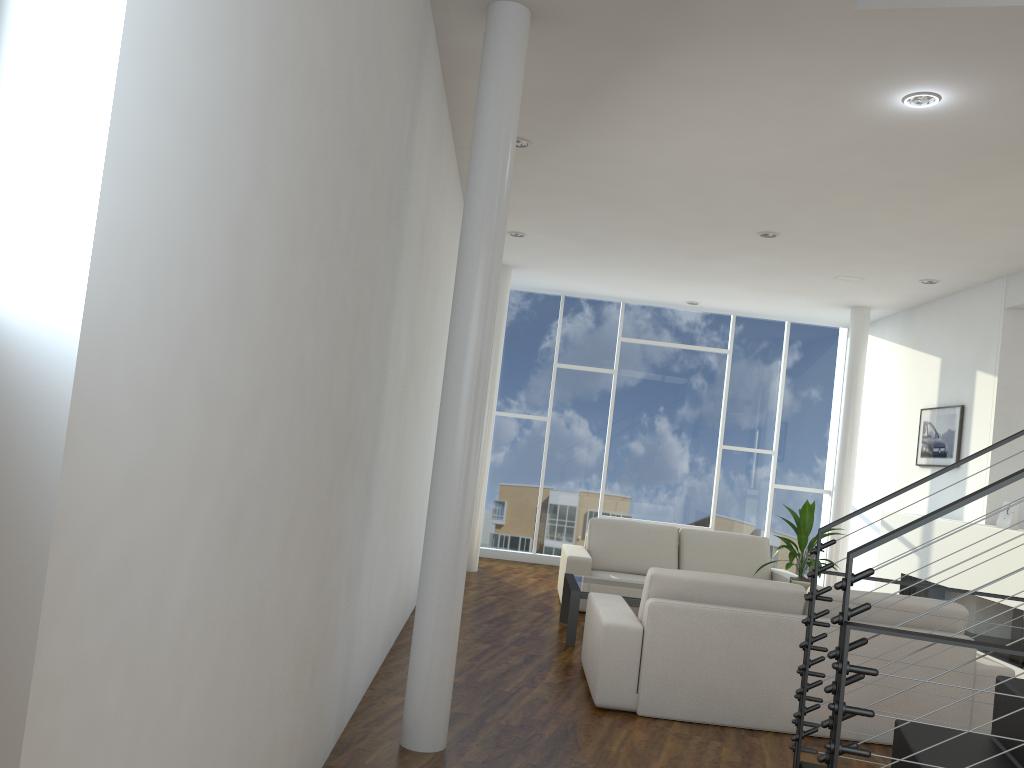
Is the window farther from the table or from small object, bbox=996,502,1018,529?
small object, bbox=996,502,1018,529

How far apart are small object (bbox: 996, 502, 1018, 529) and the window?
2.9m

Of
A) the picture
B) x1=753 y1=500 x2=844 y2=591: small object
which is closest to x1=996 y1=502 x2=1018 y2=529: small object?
the picture

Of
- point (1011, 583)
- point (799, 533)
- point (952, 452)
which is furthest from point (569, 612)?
point (952, 452)

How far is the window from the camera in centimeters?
790cm

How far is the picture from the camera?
5.9 meters

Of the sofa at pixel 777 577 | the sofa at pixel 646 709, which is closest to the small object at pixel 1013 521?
the sofa at pixel 777 577

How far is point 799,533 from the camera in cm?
472

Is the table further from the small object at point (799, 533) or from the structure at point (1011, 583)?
the structure at point (1011, 583)

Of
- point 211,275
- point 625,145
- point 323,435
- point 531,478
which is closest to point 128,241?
point 211,275
